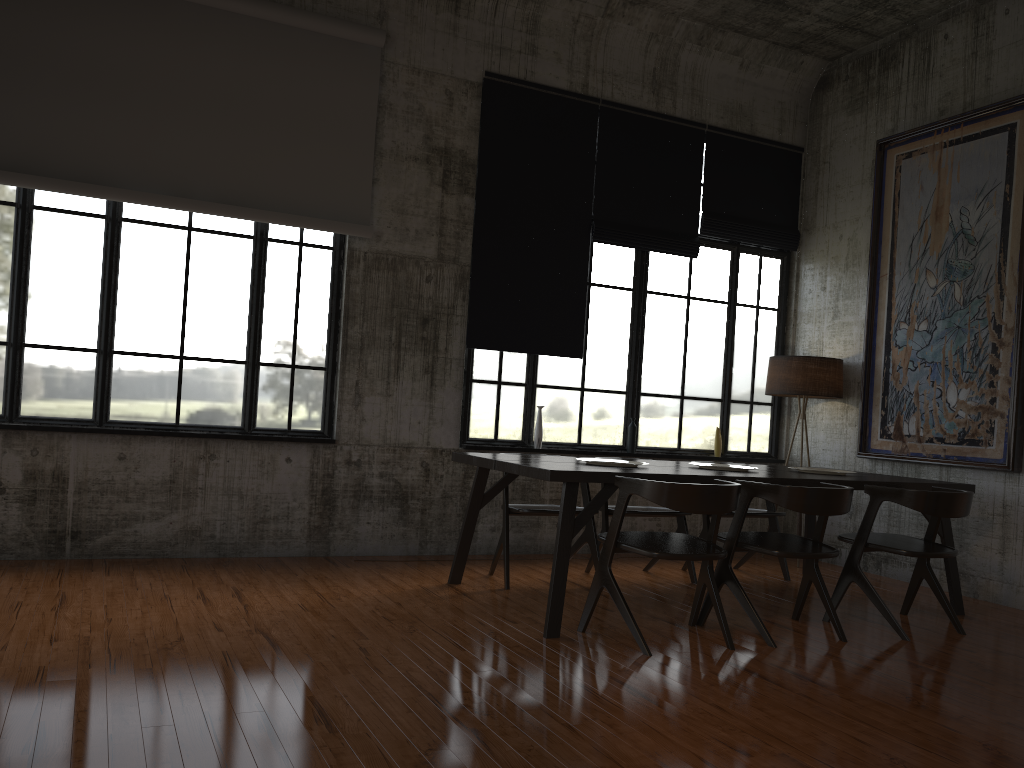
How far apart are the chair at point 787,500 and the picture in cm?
228

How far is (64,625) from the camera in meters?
4.8

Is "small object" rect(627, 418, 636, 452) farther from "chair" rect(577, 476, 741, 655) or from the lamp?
"chair" rect(577, 476, 741, 655)

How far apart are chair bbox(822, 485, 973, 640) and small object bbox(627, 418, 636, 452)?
2.8m

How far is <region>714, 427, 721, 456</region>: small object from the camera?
9.2 meters

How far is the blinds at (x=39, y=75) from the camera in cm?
658

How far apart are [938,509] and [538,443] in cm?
360

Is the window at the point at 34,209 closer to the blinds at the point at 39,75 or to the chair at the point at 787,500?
the blinds at the point at 39,75

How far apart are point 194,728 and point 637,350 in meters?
6.2

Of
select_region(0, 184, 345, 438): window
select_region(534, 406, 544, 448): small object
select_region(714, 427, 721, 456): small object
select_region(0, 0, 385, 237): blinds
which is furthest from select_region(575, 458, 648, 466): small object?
select_region(714, 427, 721, 456): small object
